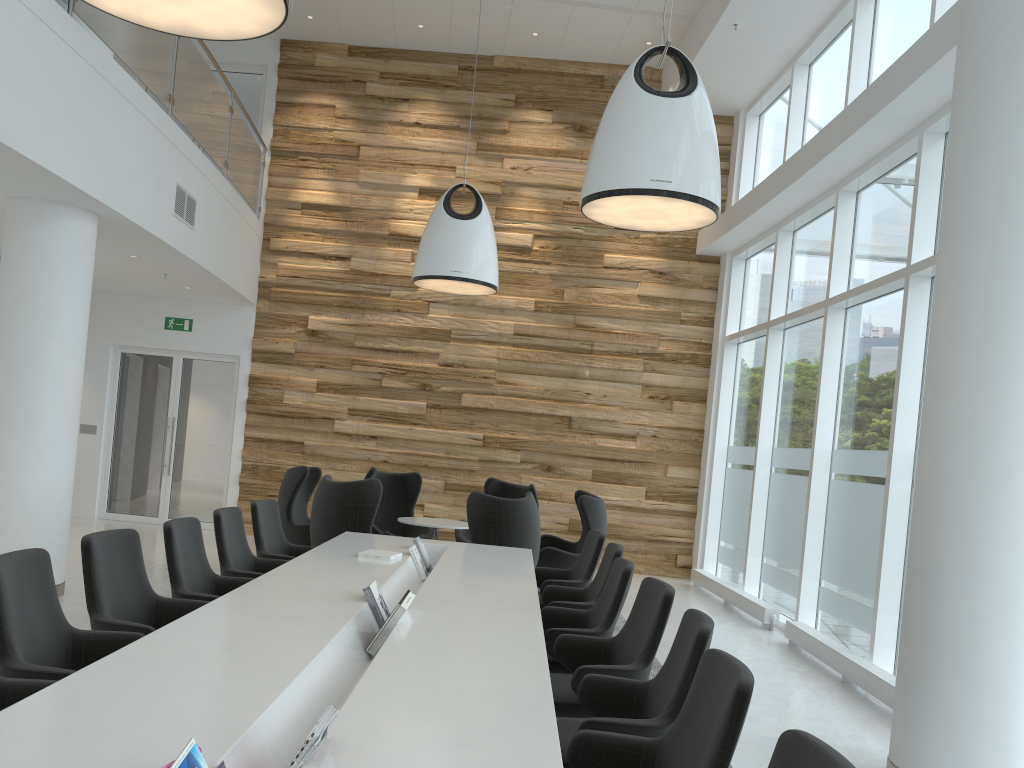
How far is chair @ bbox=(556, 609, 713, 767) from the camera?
3.17m

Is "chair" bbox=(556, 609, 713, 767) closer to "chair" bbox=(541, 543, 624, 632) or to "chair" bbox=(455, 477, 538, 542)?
"chair" bbox=(541, 543, 624, 632)

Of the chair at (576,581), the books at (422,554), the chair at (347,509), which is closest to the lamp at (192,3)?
the books at (422,554)

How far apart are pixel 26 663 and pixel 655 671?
4.42m

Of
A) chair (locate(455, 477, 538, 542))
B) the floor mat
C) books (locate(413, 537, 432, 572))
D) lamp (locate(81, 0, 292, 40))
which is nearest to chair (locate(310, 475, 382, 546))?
books (locate(413, 537, 432, 572))

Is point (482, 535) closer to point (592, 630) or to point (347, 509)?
point (347, 509)

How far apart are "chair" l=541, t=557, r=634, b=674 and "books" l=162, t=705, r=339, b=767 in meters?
2.4 m

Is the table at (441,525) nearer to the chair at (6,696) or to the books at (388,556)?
the books at (388,556)

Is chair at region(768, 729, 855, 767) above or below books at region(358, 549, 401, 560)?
above

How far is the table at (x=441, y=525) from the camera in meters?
8.7 m
